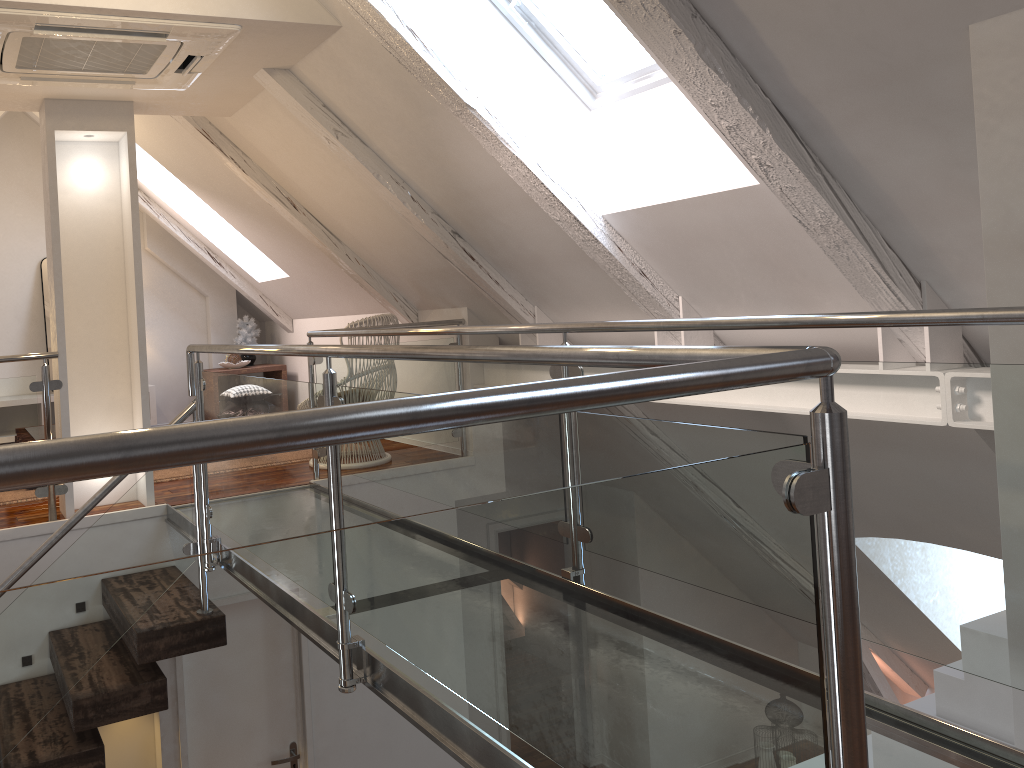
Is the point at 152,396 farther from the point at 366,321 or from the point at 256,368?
the point at 366,321

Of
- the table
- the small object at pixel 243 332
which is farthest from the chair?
the small object at pixel 243 332

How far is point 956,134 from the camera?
2.17m

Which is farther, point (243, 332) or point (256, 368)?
point (243, 332)

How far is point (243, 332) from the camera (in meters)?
6.56

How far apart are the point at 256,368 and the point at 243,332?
0.4 meters

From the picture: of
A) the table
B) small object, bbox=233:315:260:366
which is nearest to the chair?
the table

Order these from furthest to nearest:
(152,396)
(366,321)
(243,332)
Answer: (243,332), (152,396), (366,321)

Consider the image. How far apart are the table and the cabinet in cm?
58

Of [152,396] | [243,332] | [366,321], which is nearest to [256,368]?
[243,332]
